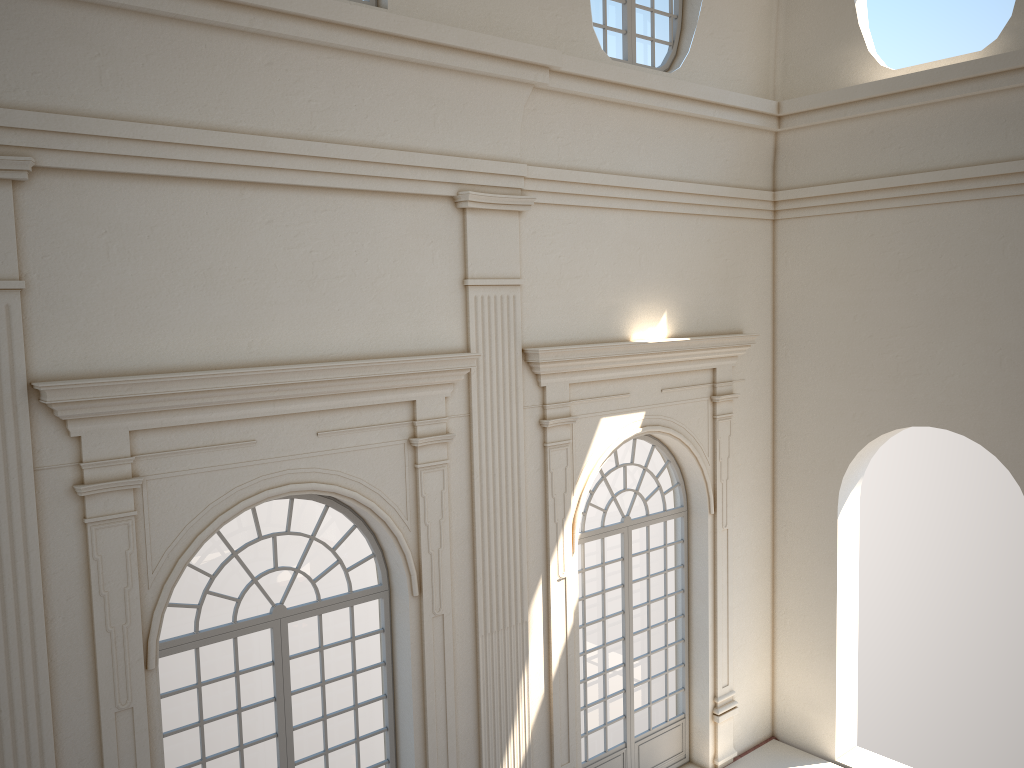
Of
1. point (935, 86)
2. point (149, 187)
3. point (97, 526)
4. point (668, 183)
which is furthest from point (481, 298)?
point (935, 86)
